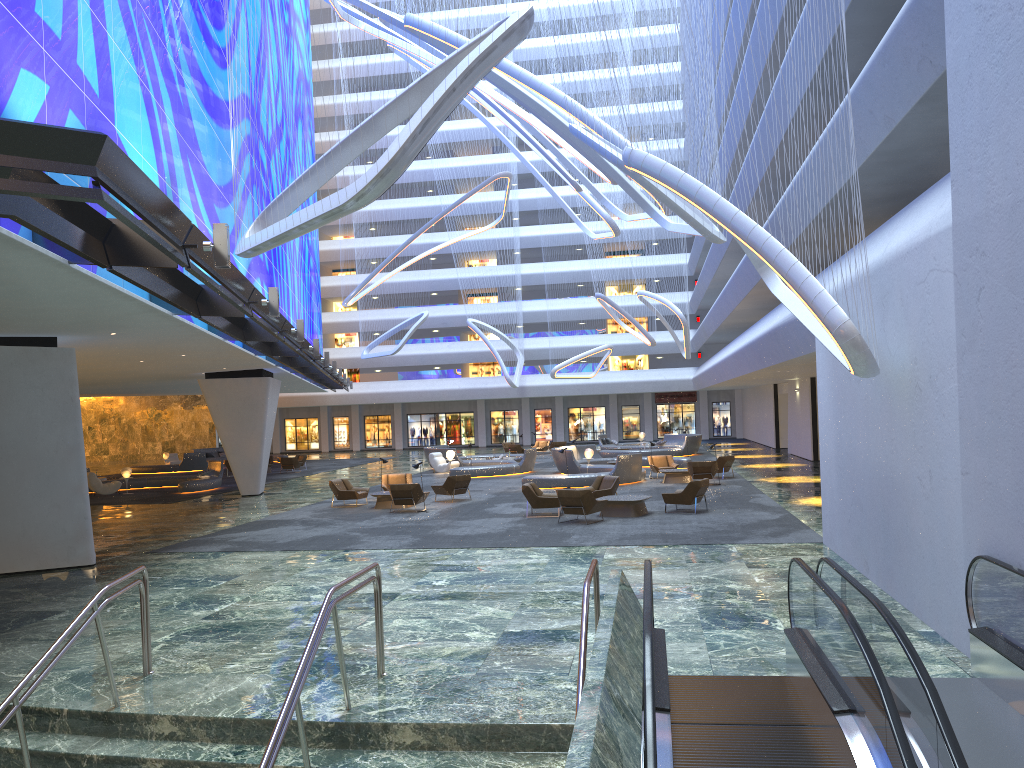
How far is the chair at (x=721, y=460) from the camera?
29.2 meters

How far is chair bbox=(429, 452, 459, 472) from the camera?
37.26m

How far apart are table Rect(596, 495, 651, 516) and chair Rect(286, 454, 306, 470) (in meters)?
26.38

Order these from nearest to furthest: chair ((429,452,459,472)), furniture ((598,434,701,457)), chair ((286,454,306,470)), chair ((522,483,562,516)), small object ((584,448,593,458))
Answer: chair ((522,483,562,516))
small object ((584,448,593,458))
chair ((429,452,459,472))
furniture ((598,434,701,457))
chair ((286,454,306,470))

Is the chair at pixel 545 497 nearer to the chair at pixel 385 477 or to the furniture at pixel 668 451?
the chair at pixel 385 477

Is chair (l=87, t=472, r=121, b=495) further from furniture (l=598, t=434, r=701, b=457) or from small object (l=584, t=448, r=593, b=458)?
furniture (l=598, t=434, r=701, b=457)

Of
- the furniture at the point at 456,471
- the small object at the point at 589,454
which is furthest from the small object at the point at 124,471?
the small object at the point at 589,454

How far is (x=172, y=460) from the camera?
49.8 meters

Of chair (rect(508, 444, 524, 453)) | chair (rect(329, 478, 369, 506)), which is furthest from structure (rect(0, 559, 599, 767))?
chair (rect(508, 444, 524, 453))

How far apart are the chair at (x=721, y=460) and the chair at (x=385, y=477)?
10.31m
